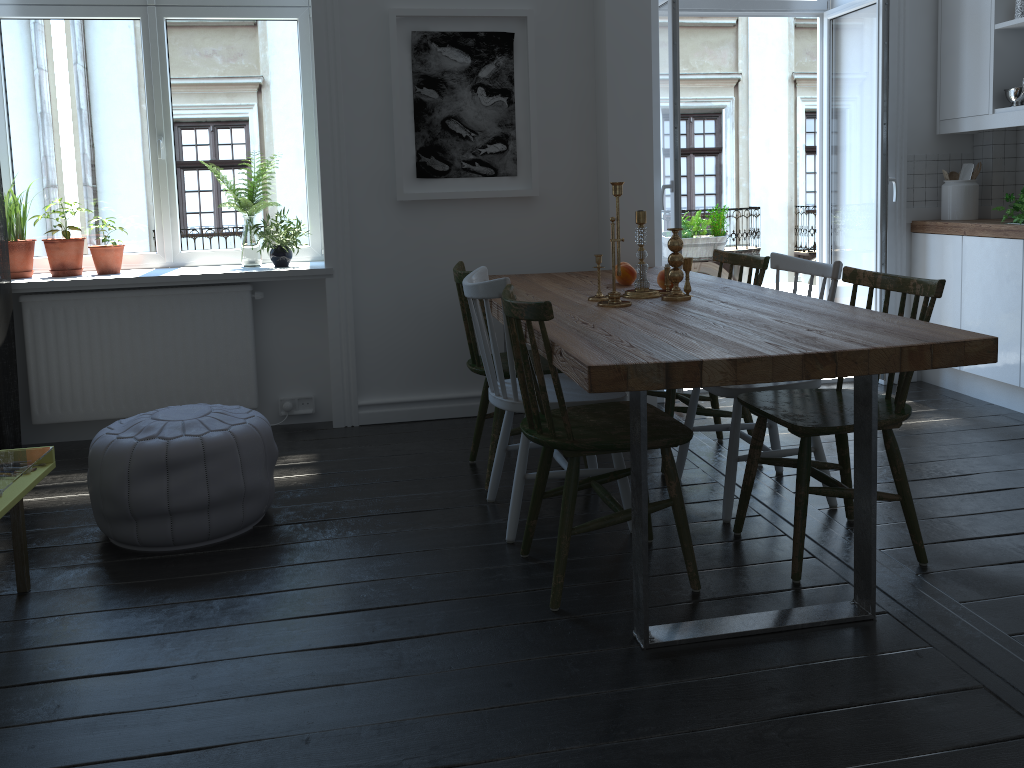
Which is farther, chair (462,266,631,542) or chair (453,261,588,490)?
chair (453,261,588,490)

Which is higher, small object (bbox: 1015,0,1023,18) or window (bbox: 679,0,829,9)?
window (bbox: 679,0,829,9)

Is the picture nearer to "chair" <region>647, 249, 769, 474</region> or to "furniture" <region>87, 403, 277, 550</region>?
"chair" <region>647, 249, 769, 474</region>

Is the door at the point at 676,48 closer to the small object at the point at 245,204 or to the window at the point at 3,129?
the window at the point at 3,129

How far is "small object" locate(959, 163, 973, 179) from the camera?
4.6 meters

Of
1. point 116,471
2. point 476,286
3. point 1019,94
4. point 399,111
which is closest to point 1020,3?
point 1019,94

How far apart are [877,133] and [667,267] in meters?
2.0

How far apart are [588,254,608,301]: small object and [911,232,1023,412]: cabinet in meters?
2.2 m

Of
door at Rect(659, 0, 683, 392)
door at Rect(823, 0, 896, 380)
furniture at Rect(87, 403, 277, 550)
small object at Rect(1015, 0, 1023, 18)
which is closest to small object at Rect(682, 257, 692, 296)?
door at Rect(659, 0, 683, 392)

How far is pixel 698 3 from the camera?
4.70m
